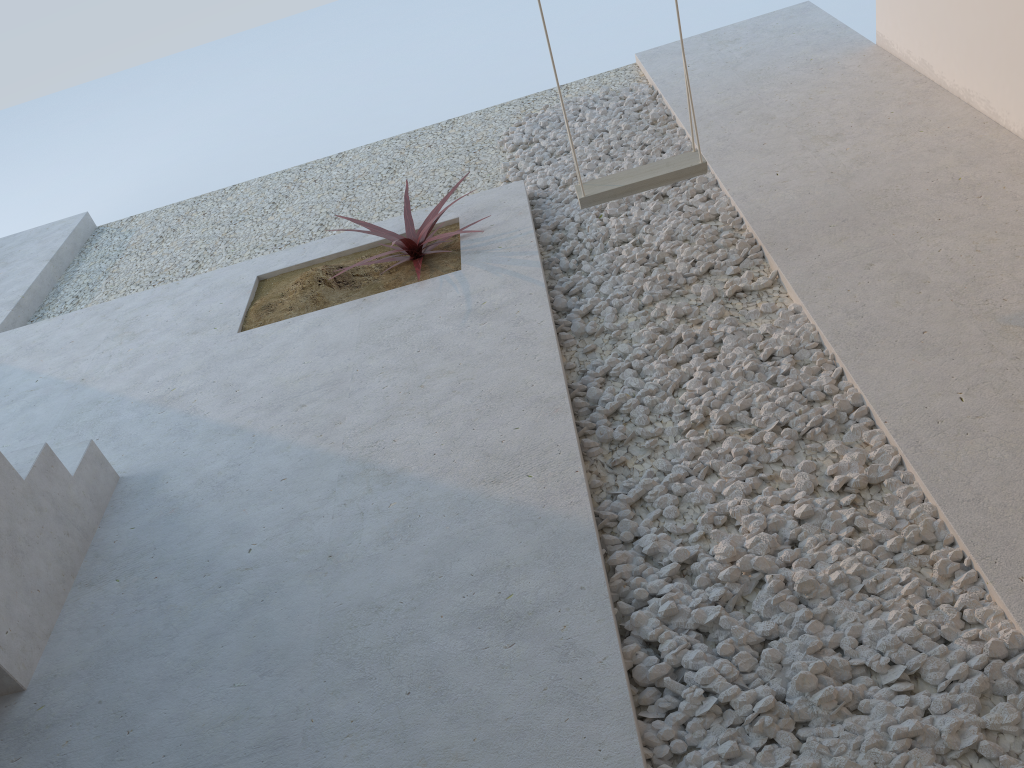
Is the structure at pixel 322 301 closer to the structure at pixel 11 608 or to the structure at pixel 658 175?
the structure at pixel 658 175

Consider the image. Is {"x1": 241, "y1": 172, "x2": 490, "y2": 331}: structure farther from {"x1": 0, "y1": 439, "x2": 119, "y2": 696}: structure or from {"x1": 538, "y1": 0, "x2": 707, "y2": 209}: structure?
{"x1": 0, "y1": 439, "x2": 119, "y2": 696}: structure

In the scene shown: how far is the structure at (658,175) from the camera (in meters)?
3.19

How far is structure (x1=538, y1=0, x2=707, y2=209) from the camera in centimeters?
319cm

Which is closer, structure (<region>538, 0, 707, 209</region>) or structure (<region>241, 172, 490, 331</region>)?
structure (<region>538, 0, 707, 209</region>)

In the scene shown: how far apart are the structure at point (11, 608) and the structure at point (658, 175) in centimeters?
193cm

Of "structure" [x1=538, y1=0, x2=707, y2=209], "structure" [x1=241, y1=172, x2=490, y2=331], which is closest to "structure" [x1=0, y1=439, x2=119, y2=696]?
"structure" [x1=241, y1=172, x2=490, y2=331]

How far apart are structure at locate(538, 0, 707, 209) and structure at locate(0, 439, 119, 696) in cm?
193

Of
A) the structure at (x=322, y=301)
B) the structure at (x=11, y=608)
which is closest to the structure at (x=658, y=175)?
the structure at (x=322, y=301)

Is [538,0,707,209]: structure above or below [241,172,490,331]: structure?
above
